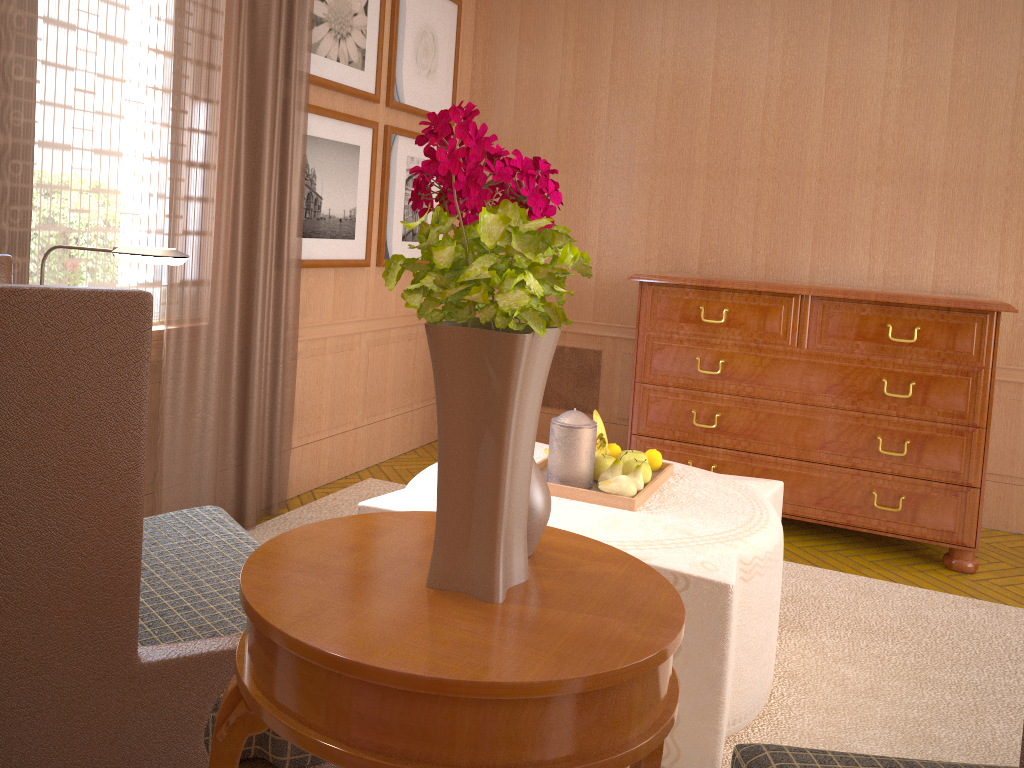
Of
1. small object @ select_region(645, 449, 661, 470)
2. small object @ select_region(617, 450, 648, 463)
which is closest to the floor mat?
small object @ select_region(645, 449, 661, 470)

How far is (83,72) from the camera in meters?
4.8

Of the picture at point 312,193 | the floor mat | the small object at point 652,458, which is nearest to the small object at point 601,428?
the small object at point 652,458

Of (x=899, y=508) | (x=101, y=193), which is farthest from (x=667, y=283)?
(x=101, y=193)

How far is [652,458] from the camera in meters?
4.9 m

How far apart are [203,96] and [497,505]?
4.4m

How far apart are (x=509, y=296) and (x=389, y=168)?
6.1m

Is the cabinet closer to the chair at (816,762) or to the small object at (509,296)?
the chair at (816,762)

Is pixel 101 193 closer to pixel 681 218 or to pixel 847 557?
pixel 681 218

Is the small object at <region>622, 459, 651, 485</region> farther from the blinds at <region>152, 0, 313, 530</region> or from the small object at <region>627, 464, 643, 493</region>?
the blinds at <region>152, 0, 313, 530</region>
